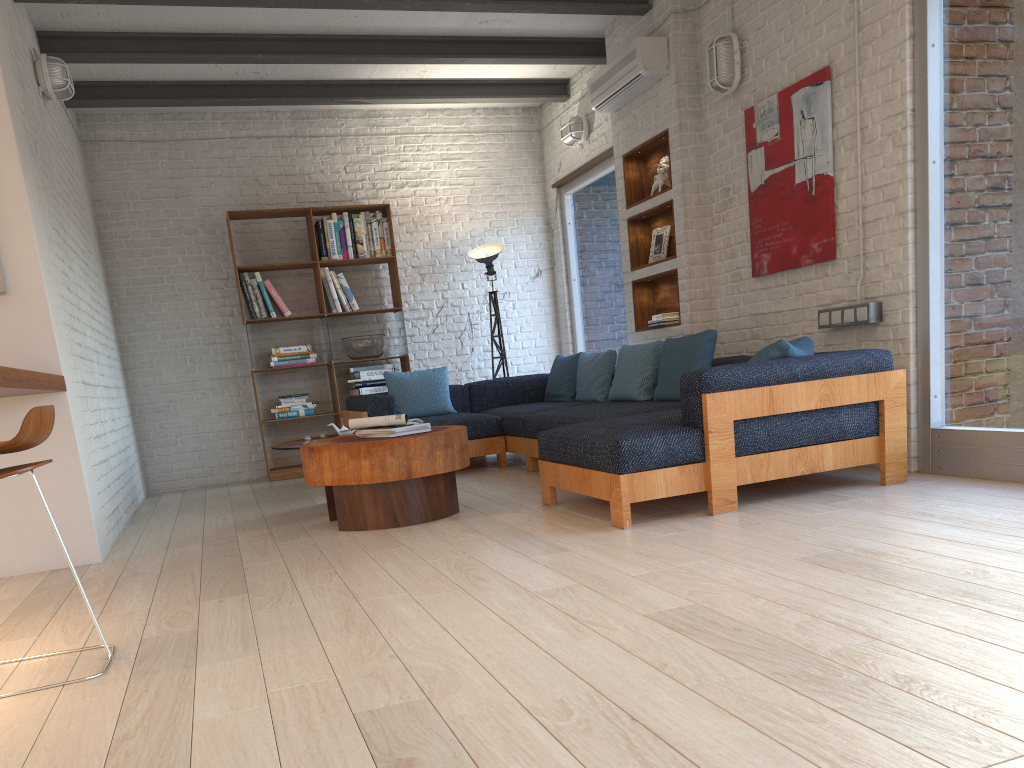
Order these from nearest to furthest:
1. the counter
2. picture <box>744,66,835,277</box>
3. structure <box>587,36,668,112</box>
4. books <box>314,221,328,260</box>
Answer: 1. the counter
2. picture <box>744,66,835,277</box>
3. structure <box>587,36,668,112</box>
4. books <box>314,221,328,260</box>

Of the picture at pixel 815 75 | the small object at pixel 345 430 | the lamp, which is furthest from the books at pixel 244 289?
the picture at pixel 815 75

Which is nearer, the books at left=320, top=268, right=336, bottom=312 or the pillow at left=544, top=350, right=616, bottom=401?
the pillow at left=544, top=350, right=616, bottom=401

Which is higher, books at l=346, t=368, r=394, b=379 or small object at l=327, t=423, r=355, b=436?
books at l=346, t=368, r=394, b=379

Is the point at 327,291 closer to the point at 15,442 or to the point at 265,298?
the point at 265,298

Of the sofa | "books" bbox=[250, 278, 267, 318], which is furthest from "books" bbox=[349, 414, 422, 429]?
"books" bbox=[250, 278, 267, 318]

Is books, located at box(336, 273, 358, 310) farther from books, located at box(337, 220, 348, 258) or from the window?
the window

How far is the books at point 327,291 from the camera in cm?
762

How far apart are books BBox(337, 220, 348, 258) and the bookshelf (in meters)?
0.06

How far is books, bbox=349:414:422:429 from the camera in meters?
4.6
